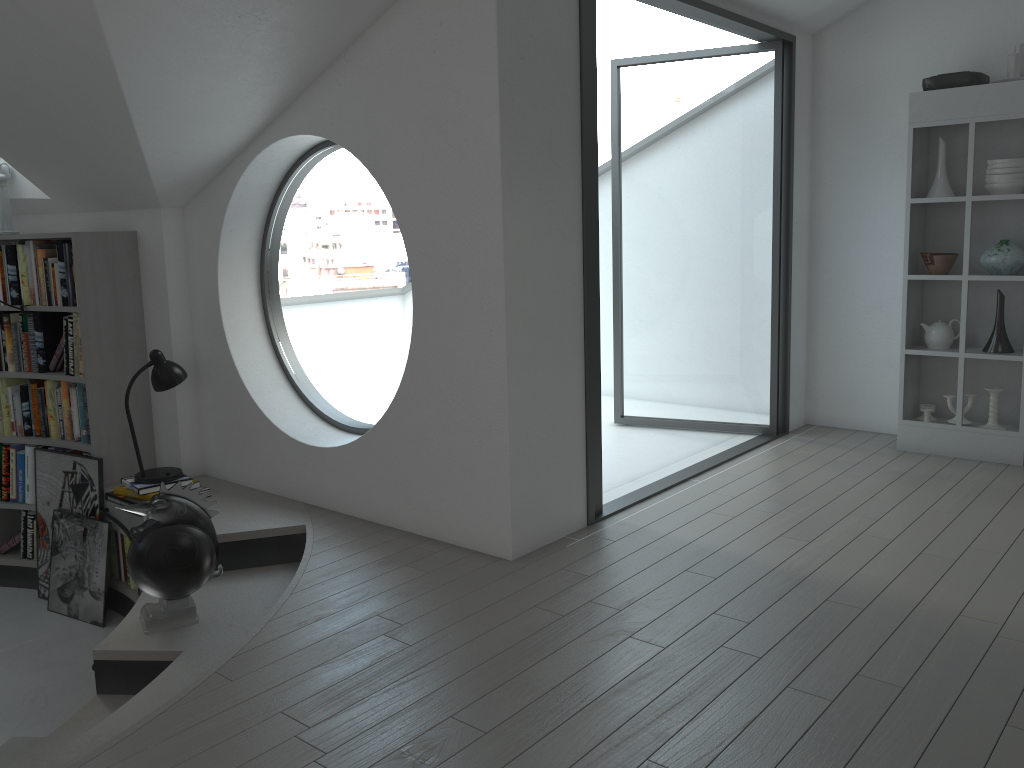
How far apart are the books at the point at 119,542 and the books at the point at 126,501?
0.35m

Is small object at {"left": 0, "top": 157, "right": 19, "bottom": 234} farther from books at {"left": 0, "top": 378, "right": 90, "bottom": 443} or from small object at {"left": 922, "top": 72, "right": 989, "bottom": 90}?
small object at {"left": 922, "top": 72, "right": 989, "bottom": 90}

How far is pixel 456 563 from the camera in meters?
3.5

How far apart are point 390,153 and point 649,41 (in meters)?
16.23

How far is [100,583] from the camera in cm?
469

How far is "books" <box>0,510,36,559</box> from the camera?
5.2m

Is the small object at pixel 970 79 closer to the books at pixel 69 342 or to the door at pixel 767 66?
the door at pixel 767 66

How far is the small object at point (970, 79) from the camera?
4.6m

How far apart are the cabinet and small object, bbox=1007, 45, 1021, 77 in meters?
0.1

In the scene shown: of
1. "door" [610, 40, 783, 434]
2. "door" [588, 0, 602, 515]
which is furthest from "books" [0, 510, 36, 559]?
"door" [610, 40, 783, 434]
